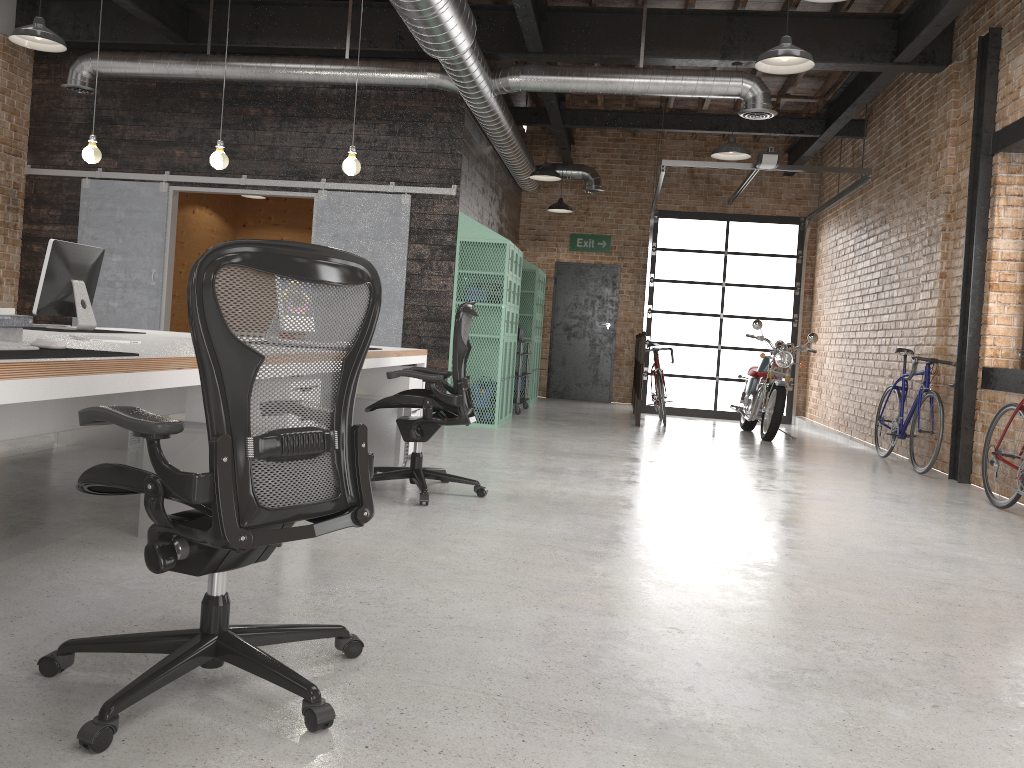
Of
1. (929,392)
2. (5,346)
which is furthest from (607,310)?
(5,346)

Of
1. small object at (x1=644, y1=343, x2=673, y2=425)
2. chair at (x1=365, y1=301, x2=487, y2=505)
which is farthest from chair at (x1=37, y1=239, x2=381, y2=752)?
small object at (x1=644, y1=343, x2=673, y2=425)

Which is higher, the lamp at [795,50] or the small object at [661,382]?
the lamp at [795,50]

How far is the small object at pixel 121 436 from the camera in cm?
580

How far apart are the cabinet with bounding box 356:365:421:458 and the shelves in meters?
4.2 m

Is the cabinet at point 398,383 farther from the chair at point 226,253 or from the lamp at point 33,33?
the chair at point 226,253

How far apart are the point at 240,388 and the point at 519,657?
1.2 meters

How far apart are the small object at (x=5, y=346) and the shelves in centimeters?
798cm

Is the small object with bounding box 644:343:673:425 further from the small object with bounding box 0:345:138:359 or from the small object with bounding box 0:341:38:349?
the small object with bounding box 0:341:38:349

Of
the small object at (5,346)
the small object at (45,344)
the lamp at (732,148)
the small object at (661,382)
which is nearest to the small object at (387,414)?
the small object at (45,344)
